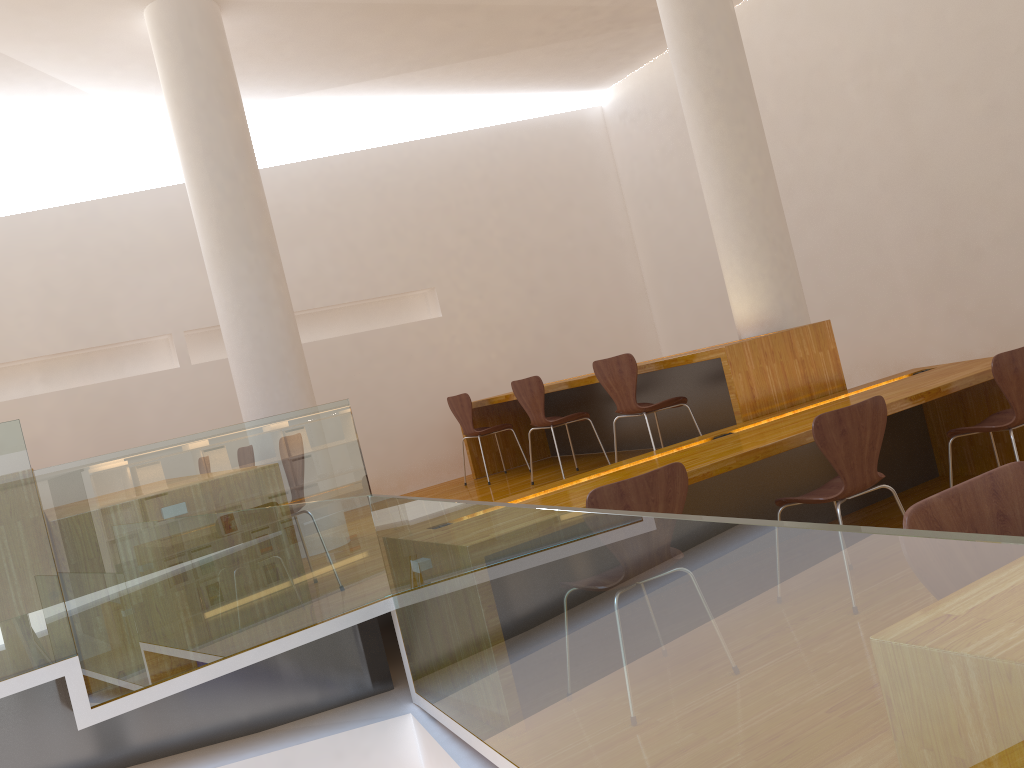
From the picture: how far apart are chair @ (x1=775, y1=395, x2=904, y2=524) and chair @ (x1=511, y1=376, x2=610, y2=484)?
2.2 meters

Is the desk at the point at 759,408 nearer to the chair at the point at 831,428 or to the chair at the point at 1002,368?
the chair at the point at 1002,368

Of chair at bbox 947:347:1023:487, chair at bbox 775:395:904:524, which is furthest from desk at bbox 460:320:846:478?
chair at bbox 775:395:904:524

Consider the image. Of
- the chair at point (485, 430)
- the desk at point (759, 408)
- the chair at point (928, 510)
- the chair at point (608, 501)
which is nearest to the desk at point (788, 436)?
the desk at point (759, 408)

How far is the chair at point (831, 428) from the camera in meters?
3.1 m

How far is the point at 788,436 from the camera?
3.4m

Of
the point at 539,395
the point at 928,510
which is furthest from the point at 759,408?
the point at 928,510

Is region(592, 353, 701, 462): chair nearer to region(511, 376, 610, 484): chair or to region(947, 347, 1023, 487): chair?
region(511, 376, 610, 484): chair

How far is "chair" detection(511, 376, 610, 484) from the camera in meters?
5.5

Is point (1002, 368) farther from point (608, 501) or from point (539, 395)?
point (539, 395)
